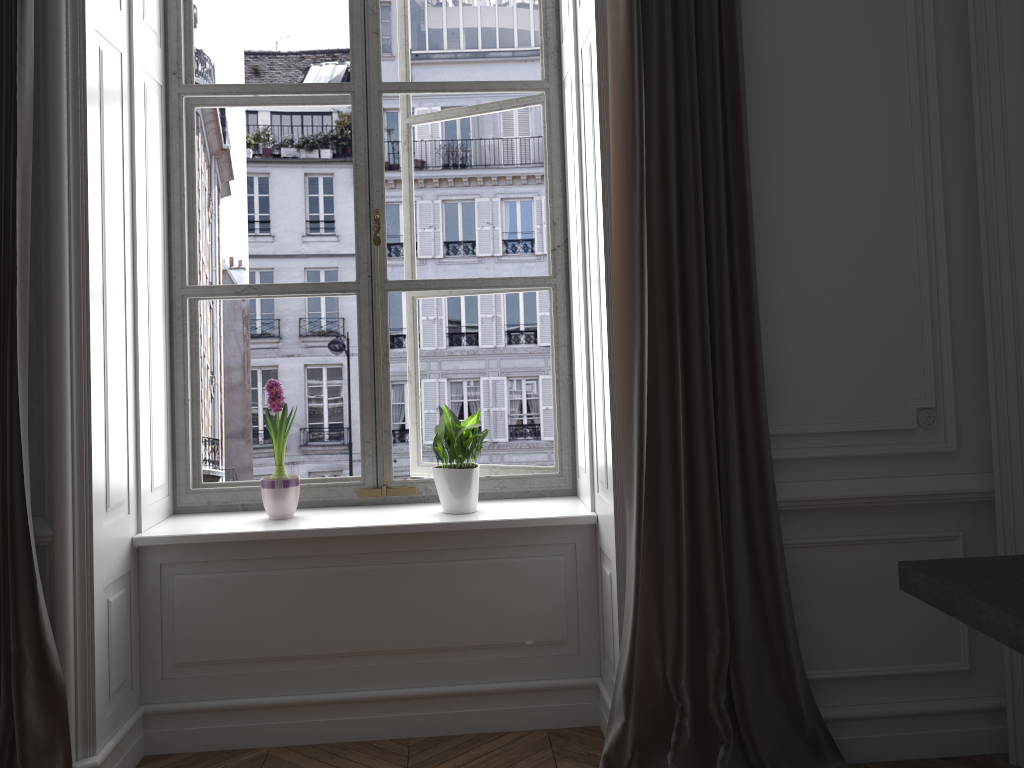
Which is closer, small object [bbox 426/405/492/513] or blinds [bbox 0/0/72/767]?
blinds [bbox 0/0/72/767]

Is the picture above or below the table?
above

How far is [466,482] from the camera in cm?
299

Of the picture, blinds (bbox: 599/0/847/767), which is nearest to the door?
blinds (bbox: 599/0/847/767)

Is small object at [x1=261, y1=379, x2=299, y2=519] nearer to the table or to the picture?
the picture

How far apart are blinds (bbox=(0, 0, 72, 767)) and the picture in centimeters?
73cm

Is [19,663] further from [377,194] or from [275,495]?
[377,194]

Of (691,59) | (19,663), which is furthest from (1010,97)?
(19,663)

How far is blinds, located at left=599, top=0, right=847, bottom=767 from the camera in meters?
2.5

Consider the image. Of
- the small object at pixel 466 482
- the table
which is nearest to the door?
the table
